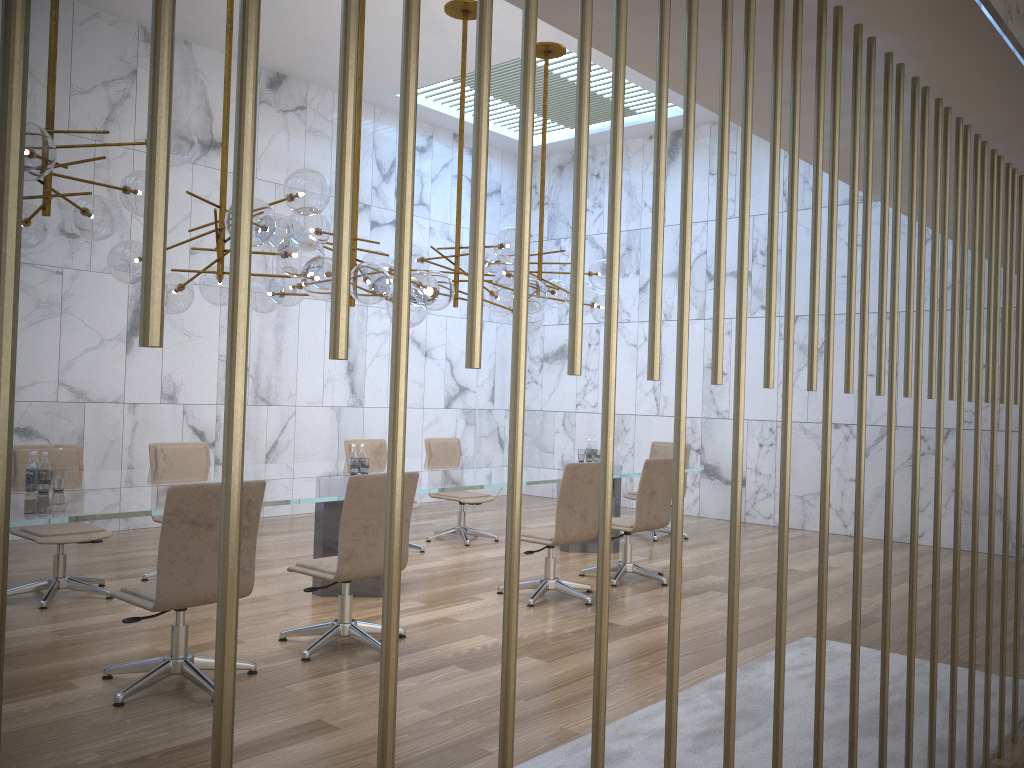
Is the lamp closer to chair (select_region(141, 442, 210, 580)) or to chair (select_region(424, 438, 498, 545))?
chair (select_region(141, 442, 210, 580))

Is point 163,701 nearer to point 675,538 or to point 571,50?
point 675,538

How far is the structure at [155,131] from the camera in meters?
0.9 m

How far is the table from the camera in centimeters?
424cm

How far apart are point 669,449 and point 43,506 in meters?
6.7

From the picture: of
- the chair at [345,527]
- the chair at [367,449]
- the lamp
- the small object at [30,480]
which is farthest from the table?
the lamp

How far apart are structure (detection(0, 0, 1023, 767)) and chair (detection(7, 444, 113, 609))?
5.0 meters

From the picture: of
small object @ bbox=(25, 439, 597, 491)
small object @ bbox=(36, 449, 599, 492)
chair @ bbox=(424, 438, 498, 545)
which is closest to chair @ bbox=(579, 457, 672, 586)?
small object @ bbox=(36, 449, 599, 492)

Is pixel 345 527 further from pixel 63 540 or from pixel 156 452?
pixel 156 452

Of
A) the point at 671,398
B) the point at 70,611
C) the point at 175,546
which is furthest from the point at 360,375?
the point at 175,546
